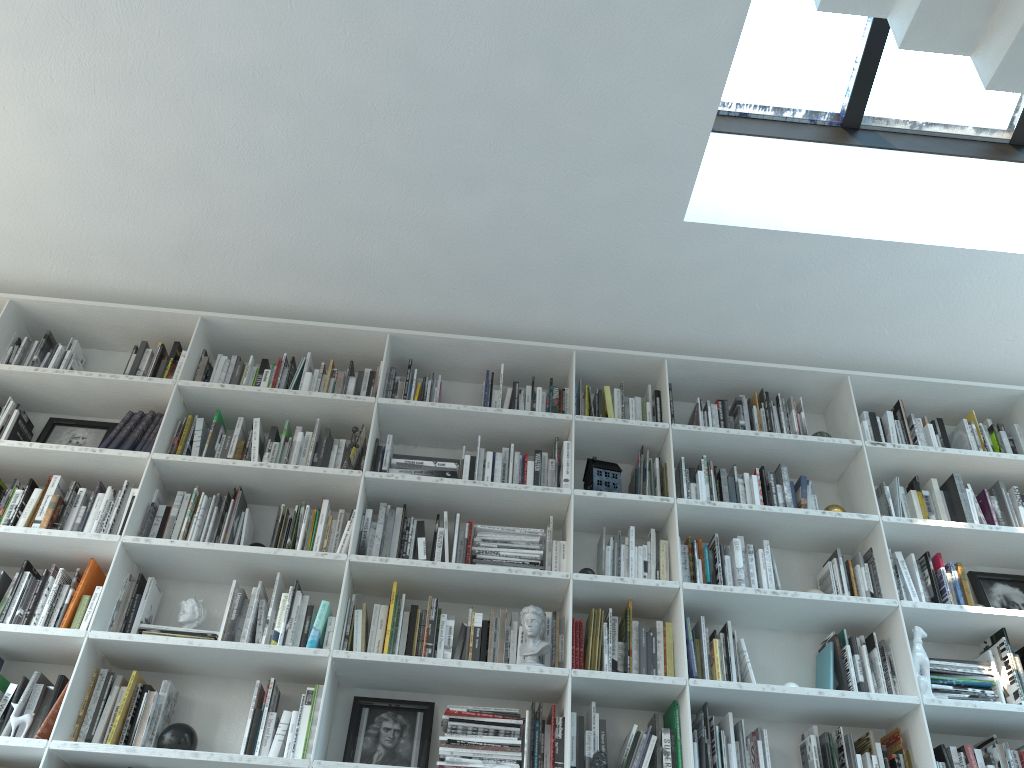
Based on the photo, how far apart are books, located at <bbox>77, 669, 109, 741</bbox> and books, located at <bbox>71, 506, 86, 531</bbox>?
0.6 meters

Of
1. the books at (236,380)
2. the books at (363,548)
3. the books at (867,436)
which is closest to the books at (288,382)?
the books at (236,380)

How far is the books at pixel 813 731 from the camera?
3.2m

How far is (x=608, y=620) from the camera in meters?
3.4 m

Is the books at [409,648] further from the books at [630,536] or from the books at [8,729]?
the books at [8,729]

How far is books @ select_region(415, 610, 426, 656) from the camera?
3.26m

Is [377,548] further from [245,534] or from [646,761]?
[646,761]

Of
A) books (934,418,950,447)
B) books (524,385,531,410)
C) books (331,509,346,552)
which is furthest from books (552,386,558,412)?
books (934,418,950,447)

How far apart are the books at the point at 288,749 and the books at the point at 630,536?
1.4 meters

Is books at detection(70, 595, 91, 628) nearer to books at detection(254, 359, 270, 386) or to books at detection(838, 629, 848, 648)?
books at detection(254, 359, 270, 386)
